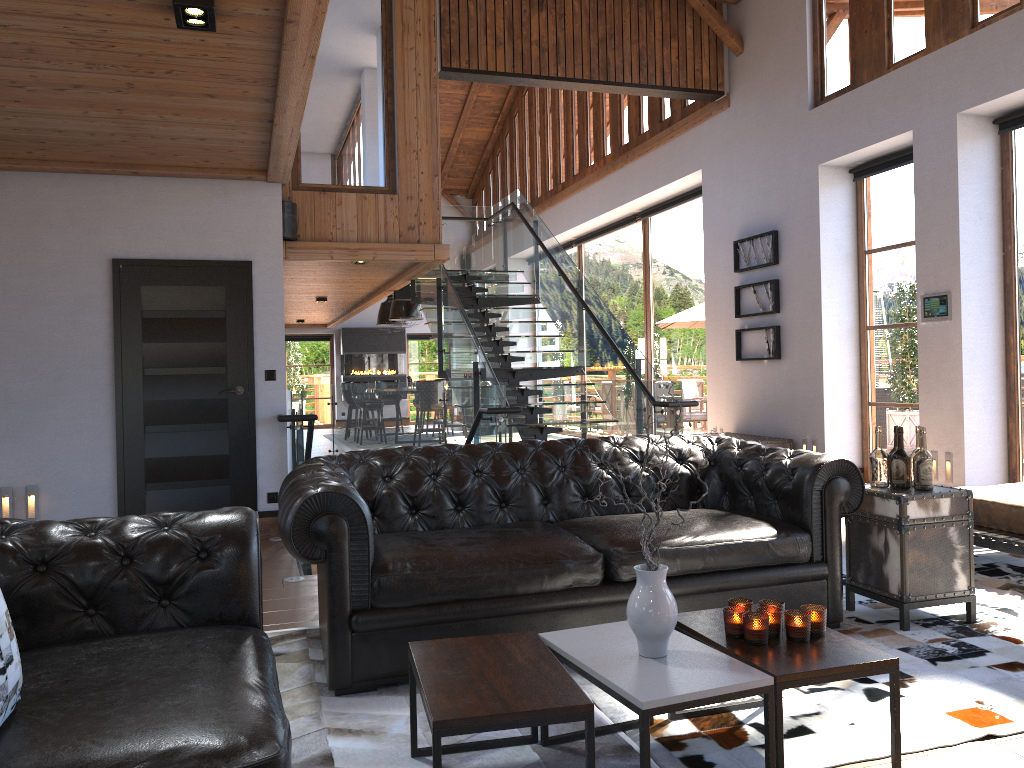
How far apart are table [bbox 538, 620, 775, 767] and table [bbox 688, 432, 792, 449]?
6.0m

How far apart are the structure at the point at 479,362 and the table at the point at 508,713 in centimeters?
292cm

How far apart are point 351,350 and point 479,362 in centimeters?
1279cm

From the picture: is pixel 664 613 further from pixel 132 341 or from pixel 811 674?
pixel 132 341

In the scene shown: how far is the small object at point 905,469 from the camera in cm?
404

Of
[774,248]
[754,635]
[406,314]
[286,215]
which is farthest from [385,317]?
[754,635]

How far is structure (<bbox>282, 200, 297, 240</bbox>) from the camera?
8.20m

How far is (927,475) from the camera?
4.0 meters

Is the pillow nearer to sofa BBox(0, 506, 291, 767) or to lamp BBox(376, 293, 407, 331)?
sofa BBox(0, 506, 291, 767)

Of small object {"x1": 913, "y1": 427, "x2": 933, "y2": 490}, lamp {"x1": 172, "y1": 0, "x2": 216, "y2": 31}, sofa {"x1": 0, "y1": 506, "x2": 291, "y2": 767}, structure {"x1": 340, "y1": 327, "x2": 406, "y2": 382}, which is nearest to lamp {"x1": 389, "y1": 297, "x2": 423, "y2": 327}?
structure {"x1": 340, "y1": 327, "x2": 406, "y2": 382}
